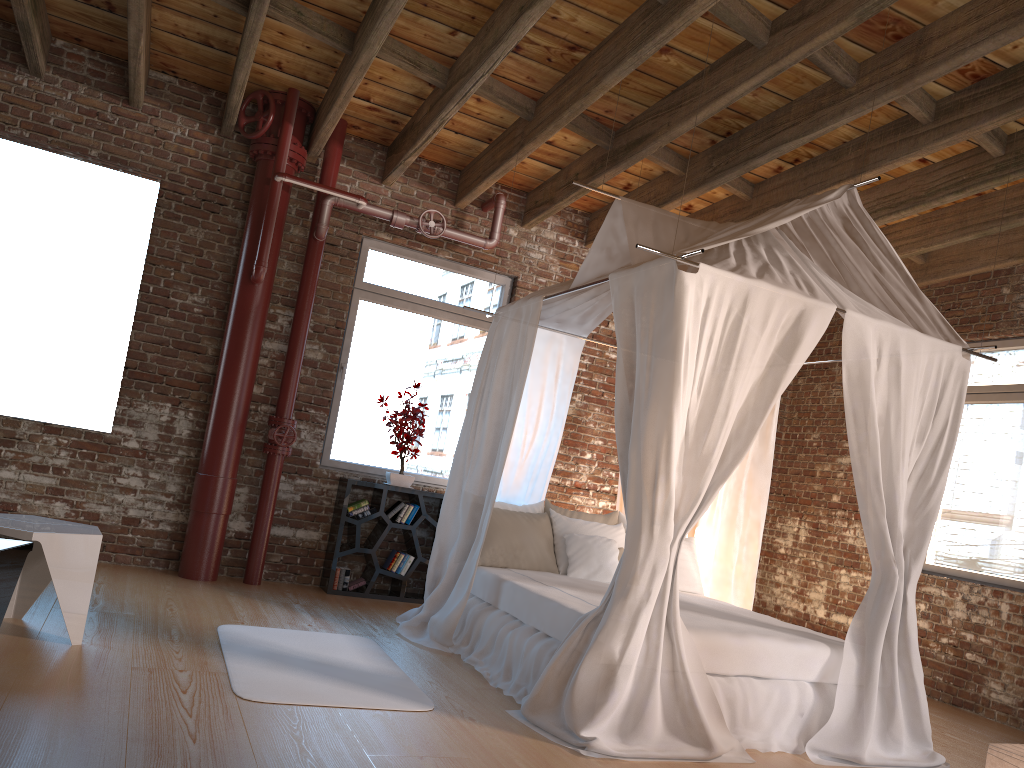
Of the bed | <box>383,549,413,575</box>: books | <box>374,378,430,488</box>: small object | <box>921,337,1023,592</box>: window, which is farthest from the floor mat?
<box>921,337,1023,592</box>: window

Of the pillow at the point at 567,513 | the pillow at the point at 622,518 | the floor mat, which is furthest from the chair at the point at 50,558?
the pillow at the point at 622,518

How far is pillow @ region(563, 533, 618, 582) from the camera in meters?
5.5 m

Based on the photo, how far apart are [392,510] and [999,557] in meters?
4.3

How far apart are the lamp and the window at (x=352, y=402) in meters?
4.9

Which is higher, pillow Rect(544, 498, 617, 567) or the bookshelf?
pillow Rect(544, 498, 617, 567)

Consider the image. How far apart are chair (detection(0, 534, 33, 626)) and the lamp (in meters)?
3.28

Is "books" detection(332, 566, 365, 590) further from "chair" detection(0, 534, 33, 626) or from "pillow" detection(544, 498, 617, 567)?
"chair" detection(0, 534, 33, 626)

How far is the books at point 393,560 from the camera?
6.6 meters

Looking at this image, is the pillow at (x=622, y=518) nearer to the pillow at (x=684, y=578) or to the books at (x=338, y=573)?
the pillow at (x=684, y=578)
